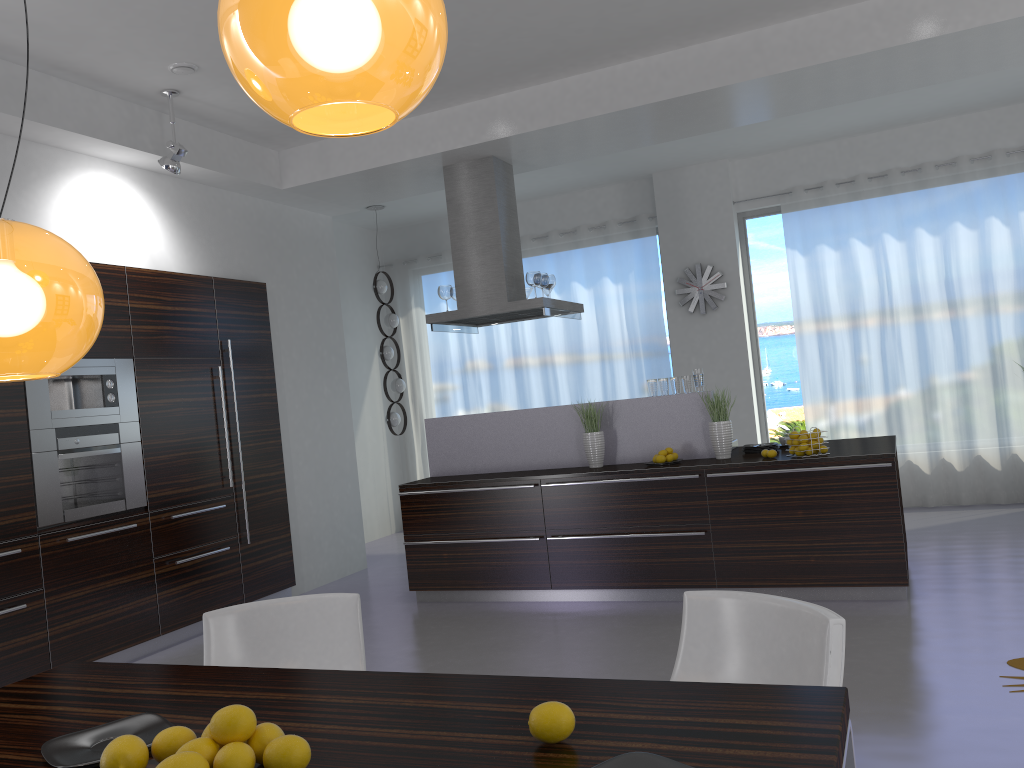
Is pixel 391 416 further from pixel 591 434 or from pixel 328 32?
pixel 328 32

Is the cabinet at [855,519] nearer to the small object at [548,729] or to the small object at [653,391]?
the small object at [653,391]

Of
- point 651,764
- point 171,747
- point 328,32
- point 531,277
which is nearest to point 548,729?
point 651,764

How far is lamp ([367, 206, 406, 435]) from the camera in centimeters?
899cm

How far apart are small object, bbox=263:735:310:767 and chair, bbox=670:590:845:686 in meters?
1.2 m

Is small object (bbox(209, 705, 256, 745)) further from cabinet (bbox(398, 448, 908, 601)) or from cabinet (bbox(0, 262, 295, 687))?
cabinet (bbox(398, 448, 908, 601))

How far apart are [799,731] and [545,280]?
5.5m

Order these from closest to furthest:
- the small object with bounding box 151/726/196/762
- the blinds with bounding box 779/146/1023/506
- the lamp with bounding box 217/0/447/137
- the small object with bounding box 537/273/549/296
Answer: the lamp with bounding box 217/0/447/137 → the small object with bounding box 151/726/196/762 → the small object with bounding box 537/273/549/296 → the blinds with bounding box 779/146/1023/506

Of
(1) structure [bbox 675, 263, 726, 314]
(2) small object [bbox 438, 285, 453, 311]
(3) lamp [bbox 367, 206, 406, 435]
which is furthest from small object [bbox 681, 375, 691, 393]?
(3) lamp [bbox 367, 206, 406, 435]

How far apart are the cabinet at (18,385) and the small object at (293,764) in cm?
398
